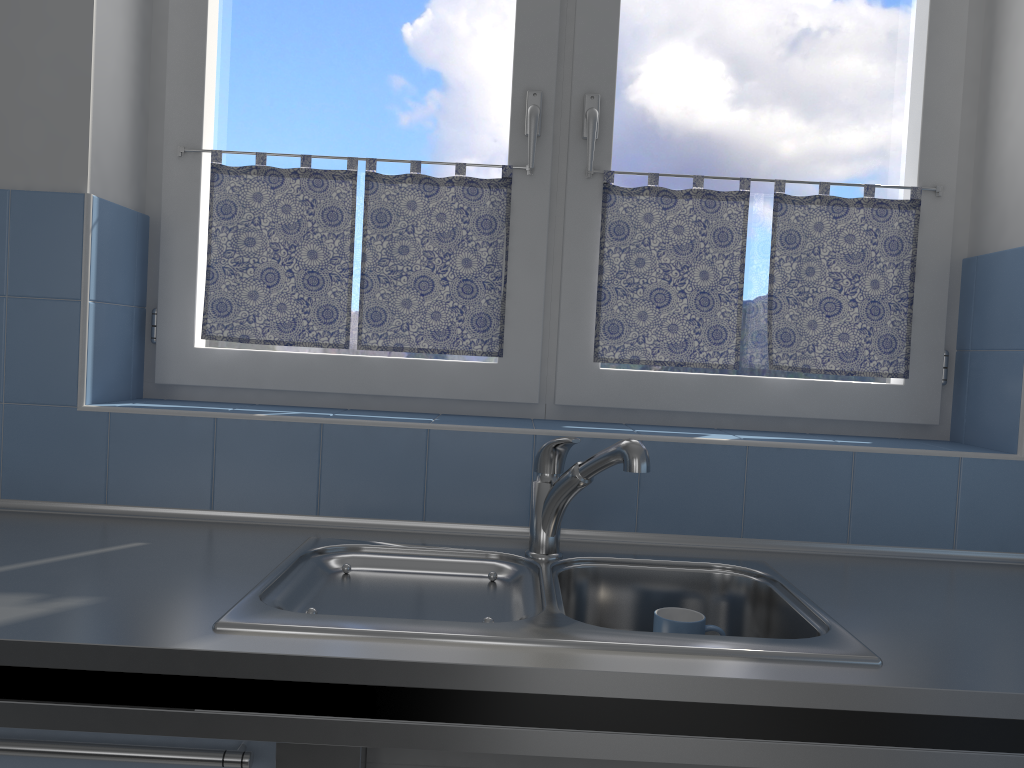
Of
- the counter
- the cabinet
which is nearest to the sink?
the counter

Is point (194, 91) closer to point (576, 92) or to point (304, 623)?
point (576, 92)

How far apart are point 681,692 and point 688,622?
0.4m

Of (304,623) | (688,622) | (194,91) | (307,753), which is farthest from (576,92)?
(307,753)

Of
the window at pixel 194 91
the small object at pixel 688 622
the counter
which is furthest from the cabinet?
the window at pixel 194 91

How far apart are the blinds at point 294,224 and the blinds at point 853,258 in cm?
21

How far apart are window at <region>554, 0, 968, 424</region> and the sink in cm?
44

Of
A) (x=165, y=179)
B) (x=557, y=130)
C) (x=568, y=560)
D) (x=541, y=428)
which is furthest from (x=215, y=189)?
(x=568, y=560)

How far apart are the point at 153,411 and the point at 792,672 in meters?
1.2 m

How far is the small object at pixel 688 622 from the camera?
1.4m
